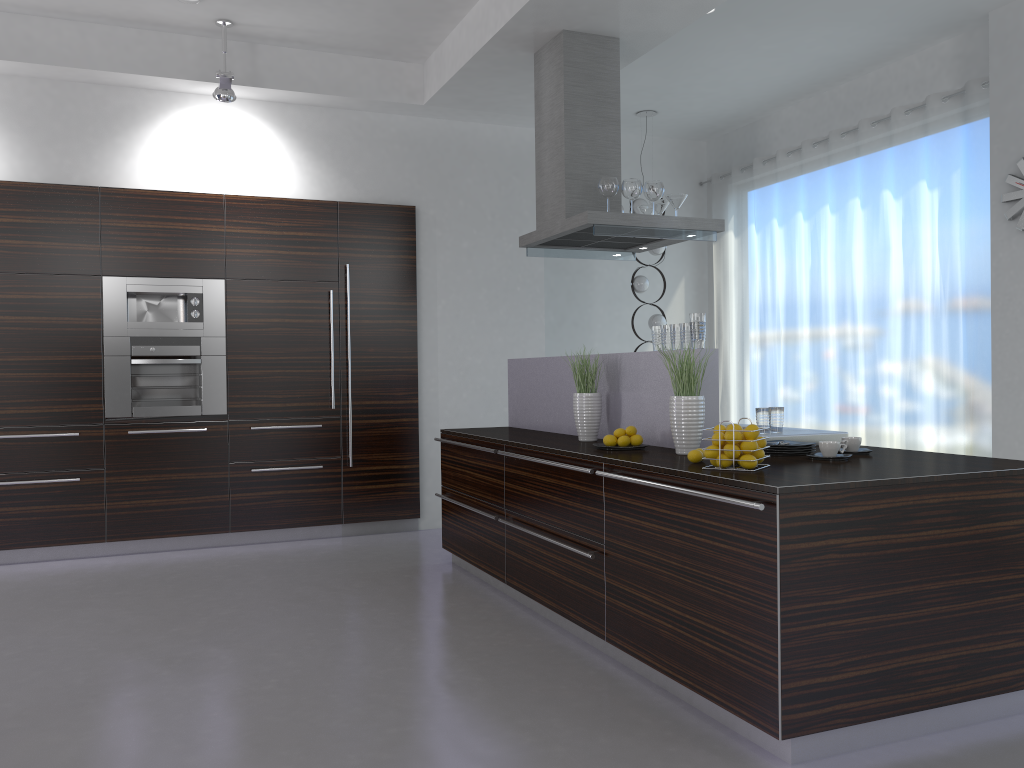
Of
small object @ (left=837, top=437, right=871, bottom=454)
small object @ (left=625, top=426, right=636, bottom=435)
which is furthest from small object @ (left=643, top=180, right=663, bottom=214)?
small object @ (left=837, top=437, right=871, bottom=454)

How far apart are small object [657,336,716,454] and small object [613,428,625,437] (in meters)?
0.35

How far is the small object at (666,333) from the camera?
4.11m

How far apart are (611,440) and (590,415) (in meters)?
0.48

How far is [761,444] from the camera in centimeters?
318cm

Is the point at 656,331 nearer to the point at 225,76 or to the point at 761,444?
the point at 761,444

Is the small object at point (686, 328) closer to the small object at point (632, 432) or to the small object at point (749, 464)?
the small object at point (632, 432)

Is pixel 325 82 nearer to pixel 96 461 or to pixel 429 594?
pixel 96 461

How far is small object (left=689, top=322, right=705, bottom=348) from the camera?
3.89m

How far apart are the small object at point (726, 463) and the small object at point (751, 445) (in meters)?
0.08
